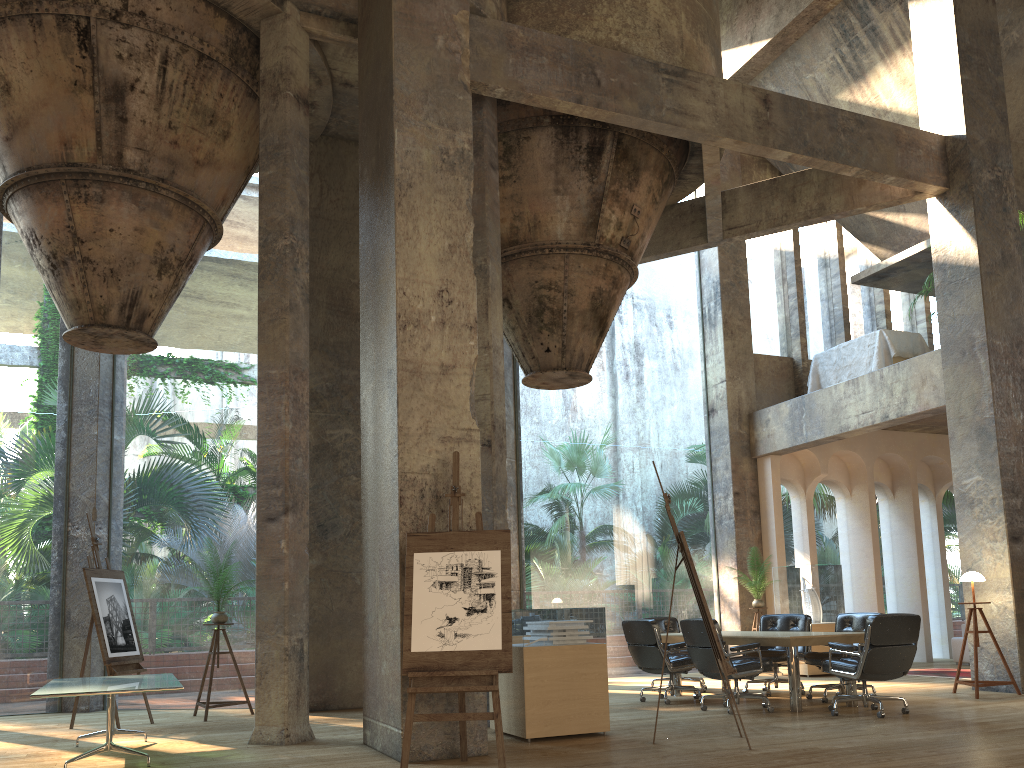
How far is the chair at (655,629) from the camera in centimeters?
889cm

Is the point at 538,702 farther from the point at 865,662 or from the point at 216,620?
the point at 216,620

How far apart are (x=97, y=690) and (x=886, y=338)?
10.8m

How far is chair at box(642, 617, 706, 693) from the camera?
10.7m

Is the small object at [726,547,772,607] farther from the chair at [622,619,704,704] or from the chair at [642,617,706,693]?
the chair at [622,619,704,704]

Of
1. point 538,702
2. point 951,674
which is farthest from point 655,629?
point 951,674

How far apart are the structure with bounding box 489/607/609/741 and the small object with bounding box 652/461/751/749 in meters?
0.9

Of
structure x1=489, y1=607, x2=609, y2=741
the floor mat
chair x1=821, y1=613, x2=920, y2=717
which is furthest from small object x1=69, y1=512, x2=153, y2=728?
the floor mat

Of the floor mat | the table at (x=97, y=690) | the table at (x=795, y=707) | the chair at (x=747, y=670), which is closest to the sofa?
the floor mat

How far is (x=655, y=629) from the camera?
8.9m
